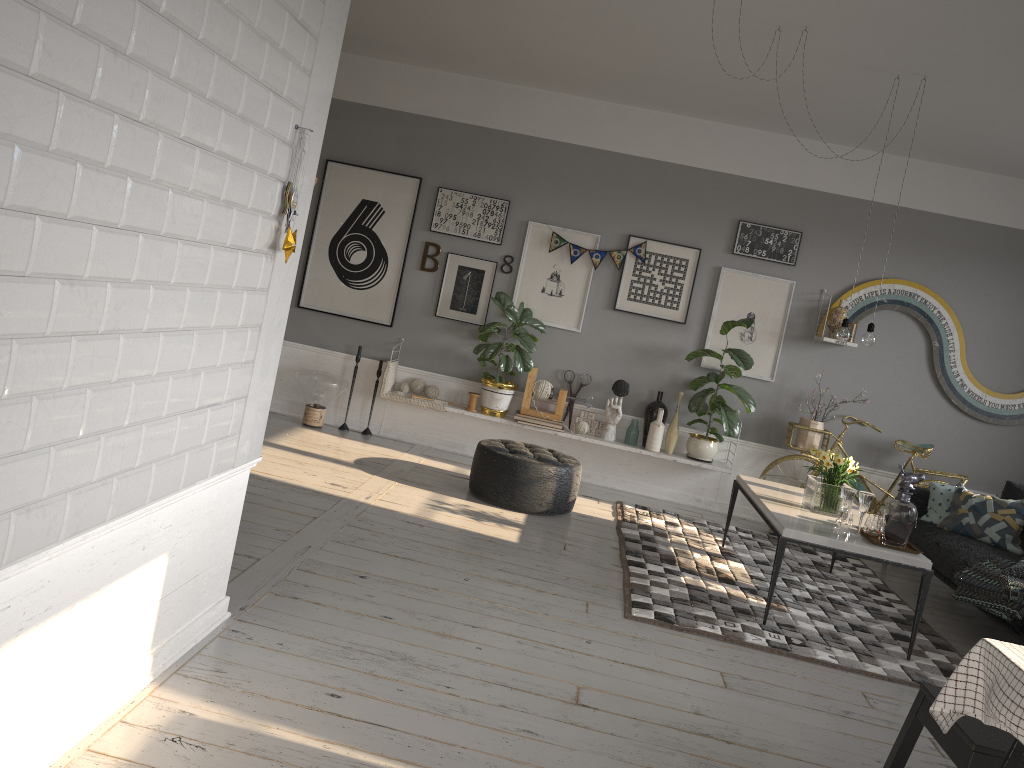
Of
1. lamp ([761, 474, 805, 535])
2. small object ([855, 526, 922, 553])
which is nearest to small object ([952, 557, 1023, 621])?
small object ([855, 526, 922, 553])

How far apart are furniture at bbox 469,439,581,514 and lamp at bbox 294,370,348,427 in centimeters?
153cm

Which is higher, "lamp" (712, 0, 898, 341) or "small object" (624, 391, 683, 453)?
"lamp" (712, 0, 898, 341)

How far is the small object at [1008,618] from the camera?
4.5 meters

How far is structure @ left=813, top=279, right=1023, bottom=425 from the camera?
6.8m

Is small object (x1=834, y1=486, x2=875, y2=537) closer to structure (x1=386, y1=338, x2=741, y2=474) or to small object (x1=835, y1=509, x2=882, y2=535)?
small object (x1=835, y1=509, x2=882, y2=535)

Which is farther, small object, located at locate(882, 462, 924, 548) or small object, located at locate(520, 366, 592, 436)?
small object, located at locate(520, 366, 592, 436)

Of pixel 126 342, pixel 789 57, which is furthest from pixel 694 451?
pixel 126 342

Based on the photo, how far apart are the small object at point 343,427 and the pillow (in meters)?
4.21

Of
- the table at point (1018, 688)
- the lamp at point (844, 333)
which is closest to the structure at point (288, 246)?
the table at point (1018, 688)
